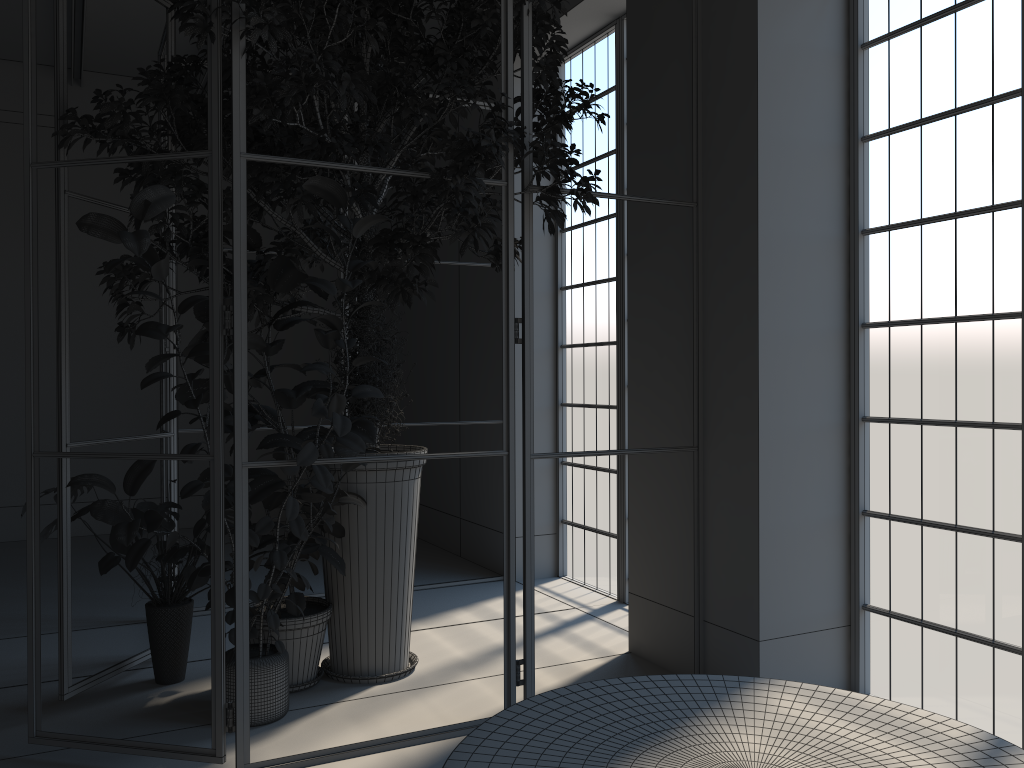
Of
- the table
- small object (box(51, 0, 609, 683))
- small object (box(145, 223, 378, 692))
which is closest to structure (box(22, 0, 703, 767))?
small object (box(51, 0, 609, 683))

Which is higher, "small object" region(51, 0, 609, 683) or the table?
"small object" region(51, 0, 609, 683)

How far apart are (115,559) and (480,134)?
2.4 meters

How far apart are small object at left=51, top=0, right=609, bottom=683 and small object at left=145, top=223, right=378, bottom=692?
0.0 meters

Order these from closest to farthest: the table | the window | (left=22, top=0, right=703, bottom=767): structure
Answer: the table, (left=22, top=0, right=703, bottom=767): structure, the window

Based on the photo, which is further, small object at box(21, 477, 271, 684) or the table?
small object at box(21, 477, 271, 684)

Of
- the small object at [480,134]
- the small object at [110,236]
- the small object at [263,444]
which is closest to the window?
the small object at [480,134]

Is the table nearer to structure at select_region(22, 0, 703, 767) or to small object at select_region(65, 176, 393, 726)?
structure at select_region(22, 0, 703, 767)

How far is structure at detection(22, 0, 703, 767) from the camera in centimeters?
318cm

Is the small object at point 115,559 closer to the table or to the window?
the table
